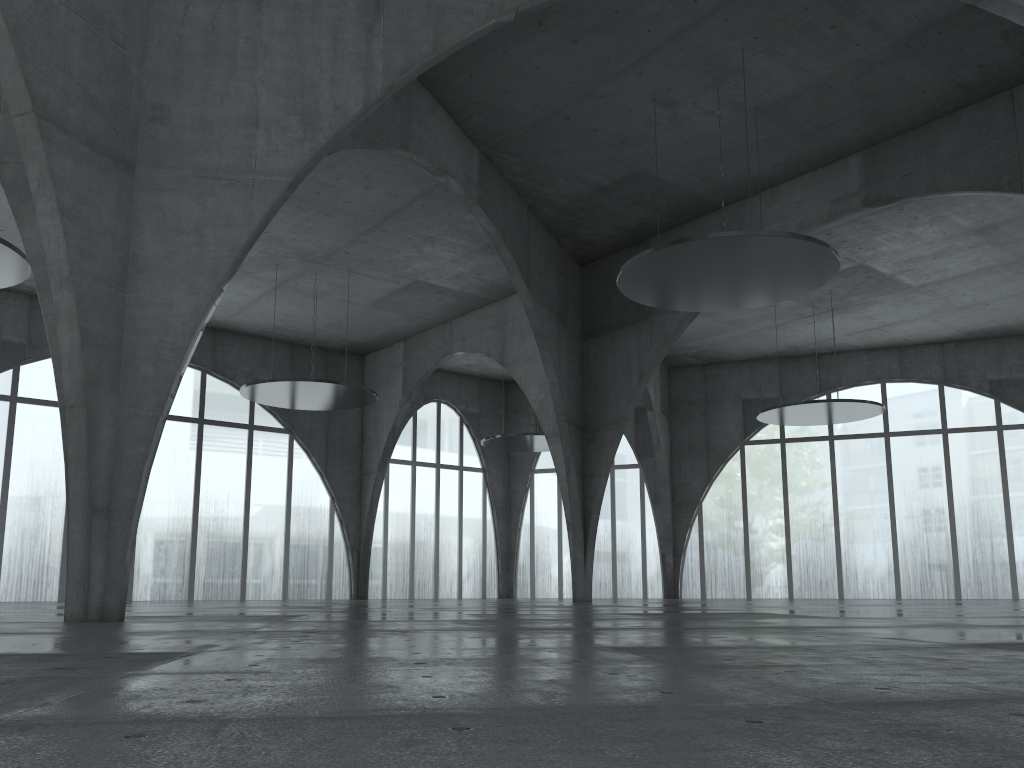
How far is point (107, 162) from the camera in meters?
24.3
